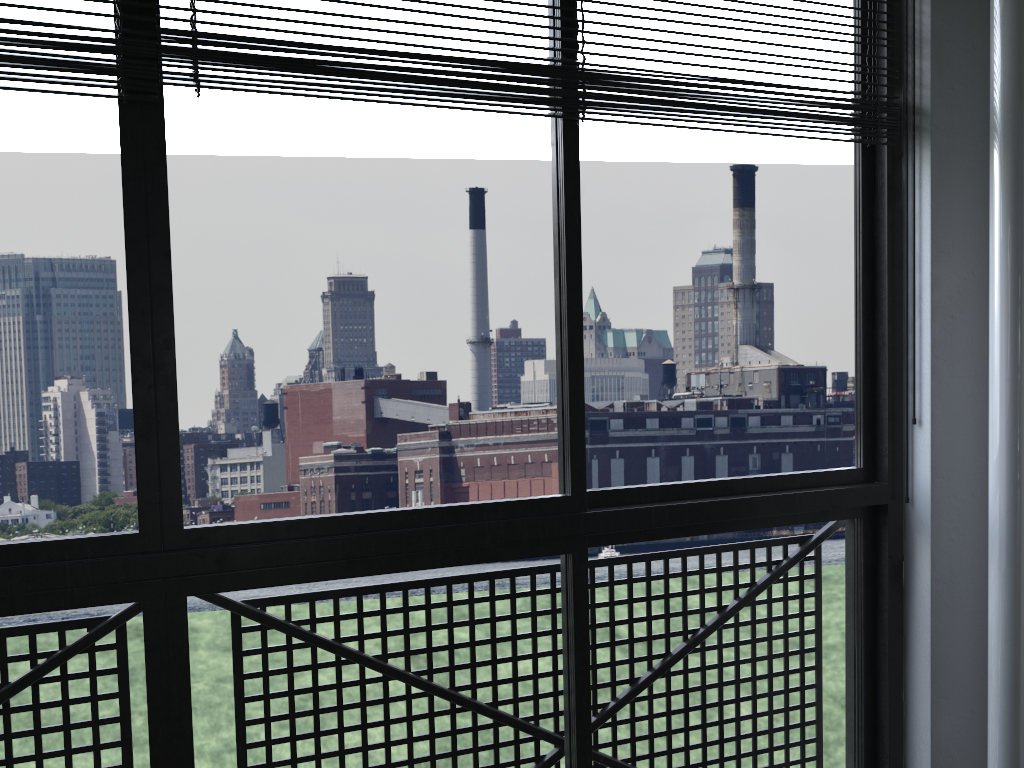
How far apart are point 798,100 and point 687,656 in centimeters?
117cm

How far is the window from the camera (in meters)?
1.36

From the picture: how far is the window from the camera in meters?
1.4

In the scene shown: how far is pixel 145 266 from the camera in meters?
1.4 m
